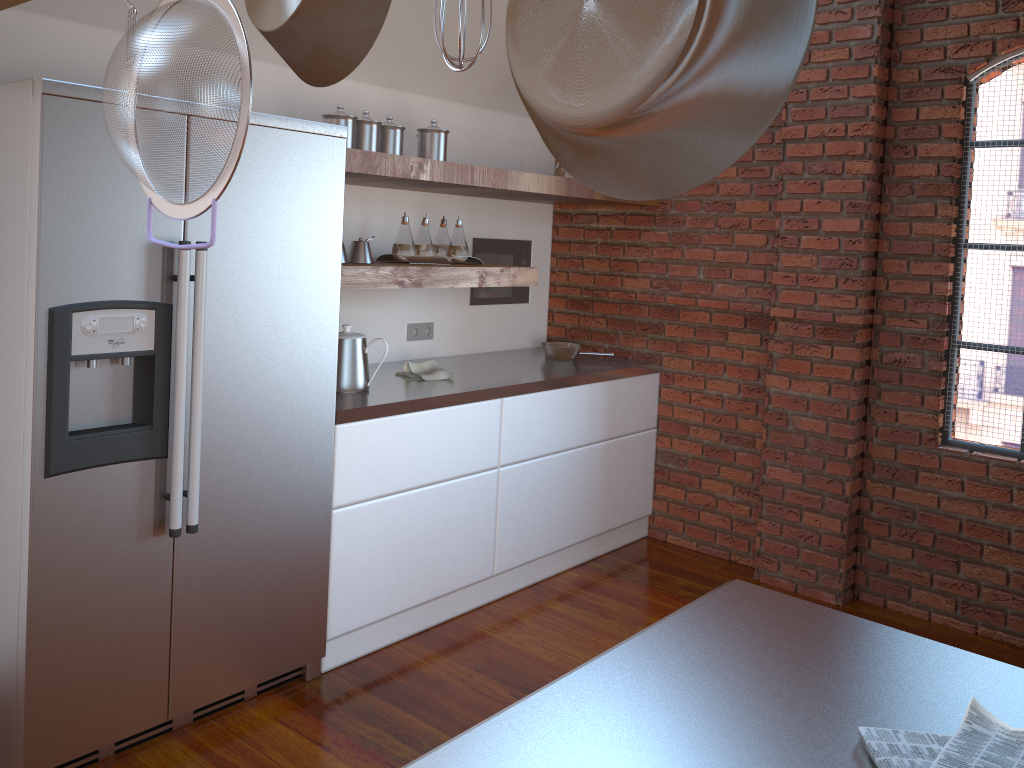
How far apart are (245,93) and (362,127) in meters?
2.3 m

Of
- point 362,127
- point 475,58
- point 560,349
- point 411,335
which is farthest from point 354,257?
point 475,58

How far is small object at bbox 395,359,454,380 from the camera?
3.5 meters

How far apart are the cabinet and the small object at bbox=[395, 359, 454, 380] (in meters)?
0.25

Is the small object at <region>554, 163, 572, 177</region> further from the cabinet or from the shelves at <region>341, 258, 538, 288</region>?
the cabinet

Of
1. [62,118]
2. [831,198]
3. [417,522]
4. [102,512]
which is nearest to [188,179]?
[62,118]

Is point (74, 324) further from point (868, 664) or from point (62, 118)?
point (868, 664)

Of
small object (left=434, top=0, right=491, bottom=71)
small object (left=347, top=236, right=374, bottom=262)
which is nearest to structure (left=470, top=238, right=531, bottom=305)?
small object (left=347, top=236, right=374, bottom=262)

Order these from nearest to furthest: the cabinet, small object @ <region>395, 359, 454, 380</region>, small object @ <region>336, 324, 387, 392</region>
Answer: the cabinet
small object @ <region>336, 324, 387, 392</region>
small object @ <region>395, 359, 454, 380</region>

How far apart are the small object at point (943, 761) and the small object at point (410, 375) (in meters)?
2.66
